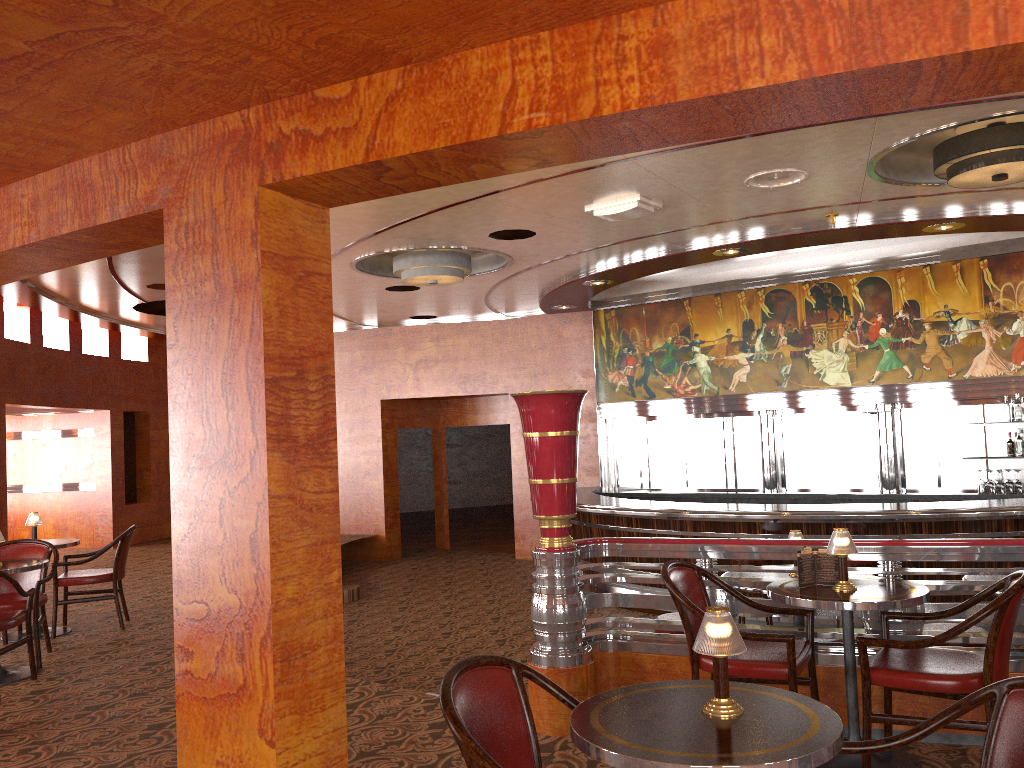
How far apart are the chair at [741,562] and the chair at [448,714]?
5.4 meters

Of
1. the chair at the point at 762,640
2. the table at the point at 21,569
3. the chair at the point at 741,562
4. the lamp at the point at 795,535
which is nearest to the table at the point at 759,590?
the lamp at the point at 795,535

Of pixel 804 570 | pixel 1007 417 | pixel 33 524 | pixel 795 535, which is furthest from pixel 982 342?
pixel 33 524

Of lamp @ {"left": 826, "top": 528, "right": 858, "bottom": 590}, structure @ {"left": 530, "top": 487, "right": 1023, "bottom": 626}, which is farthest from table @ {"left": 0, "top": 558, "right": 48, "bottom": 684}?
structure @ {"left": 530, "top": 487, "right": 1023, "bottom": 626}

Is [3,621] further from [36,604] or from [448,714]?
[448,714]

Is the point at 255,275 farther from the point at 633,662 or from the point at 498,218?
the point at 498,218

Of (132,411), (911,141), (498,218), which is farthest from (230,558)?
(132,411)

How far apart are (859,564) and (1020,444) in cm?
350

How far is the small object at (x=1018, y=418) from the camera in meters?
9.4 m

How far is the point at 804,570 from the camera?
3.77m
